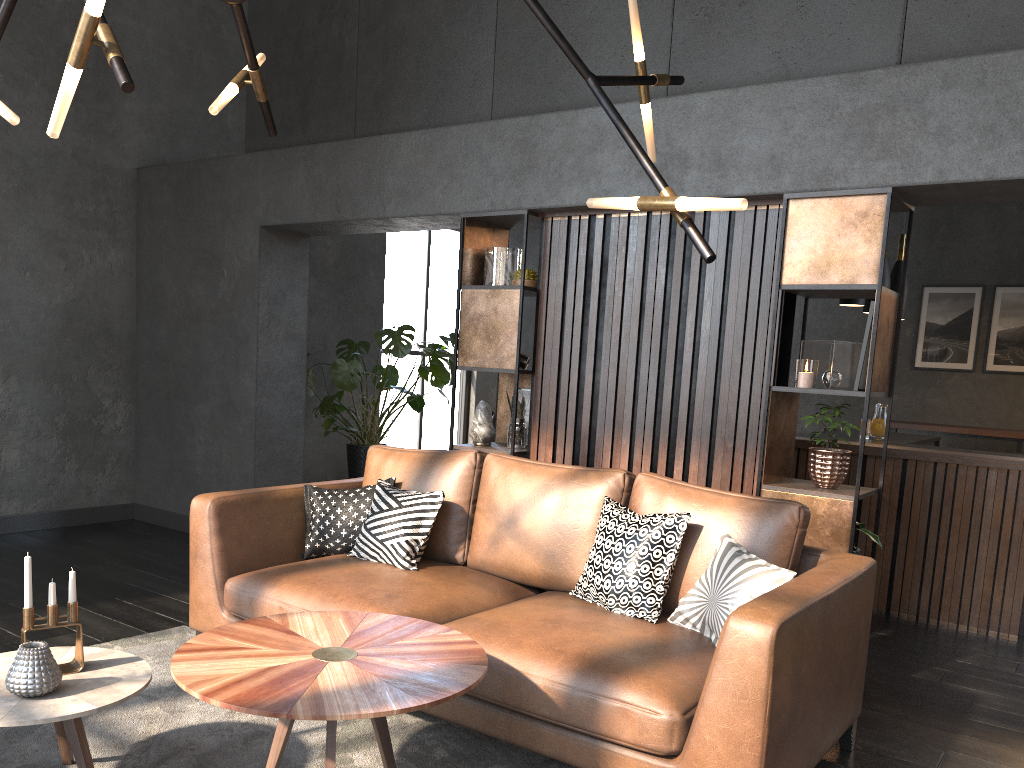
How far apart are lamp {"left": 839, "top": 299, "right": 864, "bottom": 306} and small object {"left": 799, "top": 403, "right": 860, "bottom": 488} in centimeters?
207cm

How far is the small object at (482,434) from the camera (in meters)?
4.69

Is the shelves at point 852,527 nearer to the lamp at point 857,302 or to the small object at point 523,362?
the small object at point 523,362

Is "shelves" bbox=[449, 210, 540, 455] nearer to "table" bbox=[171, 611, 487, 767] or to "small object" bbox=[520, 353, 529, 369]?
"small object" bbox=[520, 353, 529, 369]

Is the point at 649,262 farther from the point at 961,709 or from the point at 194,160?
the point at 194,160

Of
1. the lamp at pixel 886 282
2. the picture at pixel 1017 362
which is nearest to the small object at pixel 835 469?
the lamp at pixel 886 282

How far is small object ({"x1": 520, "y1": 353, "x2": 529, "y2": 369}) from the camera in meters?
4.7 m

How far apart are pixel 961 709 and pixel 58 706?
3.3 meters

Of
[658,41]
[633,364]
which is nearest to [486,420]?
[633,364]

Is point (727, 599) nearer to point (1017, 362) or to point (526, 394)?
point (526, 394)
